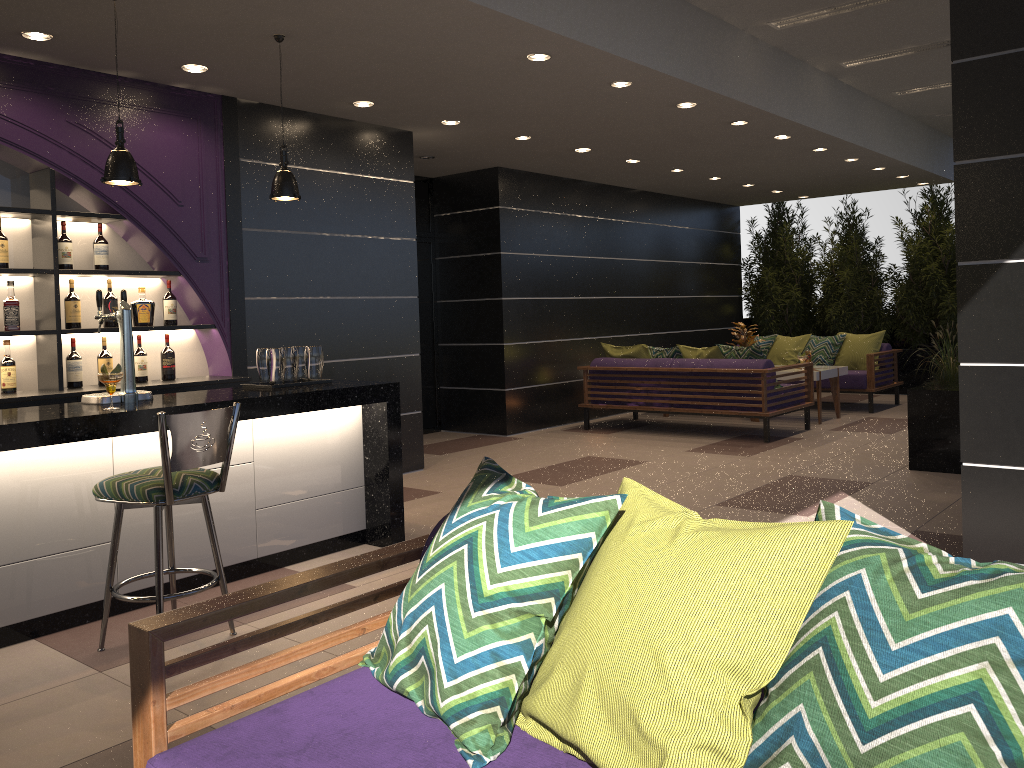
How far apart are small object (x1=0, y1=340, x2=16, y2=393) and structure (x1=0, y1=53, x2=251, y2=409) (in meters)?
0.13

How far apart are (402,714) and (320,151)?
5.3m

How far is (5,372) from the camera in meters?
4.9 m

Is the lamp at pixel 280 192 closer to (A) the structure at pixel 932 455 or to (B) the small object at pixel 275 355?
(B) the small object at pixel 275 355

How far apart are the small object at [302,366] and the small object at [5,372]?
1.61m

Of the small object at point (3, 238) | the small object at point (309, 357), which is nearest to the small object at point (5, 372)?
the small object at point (3, 238)

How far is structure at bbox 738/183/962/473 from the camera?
6.5 meters

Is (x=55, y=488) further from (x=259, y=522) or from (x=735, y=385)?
(x=735, y=385)

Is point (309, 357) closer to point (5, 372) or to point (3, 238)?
point (5, 372)

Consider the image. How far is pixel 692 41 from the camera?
5.9 meters
